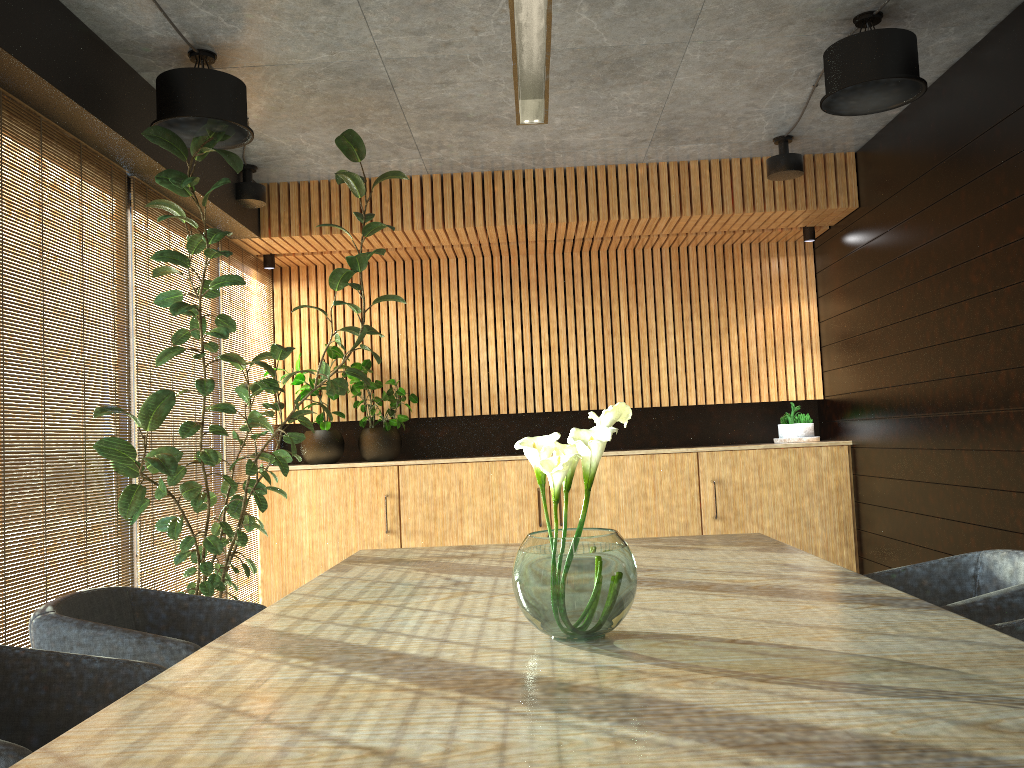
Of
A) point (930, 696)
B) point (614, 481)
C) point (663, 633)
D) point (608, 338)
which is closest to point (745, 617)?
point (663, 633)

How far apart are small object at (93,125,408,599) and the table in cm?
127

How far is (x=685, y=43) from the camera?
4.8m

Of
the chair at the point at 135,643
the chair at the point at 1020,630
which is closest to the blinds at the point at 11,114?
the chair at the point at 135,643

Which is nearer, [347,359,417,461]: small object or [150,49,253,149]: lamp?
[150,49,253,149]: lamp

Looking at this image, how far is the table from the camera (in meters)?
1.33

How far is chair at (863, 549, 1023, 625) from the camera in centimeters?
260cm

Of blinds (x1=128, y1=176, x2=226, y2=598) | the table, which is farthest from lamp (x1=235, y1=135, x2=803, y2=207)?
the table

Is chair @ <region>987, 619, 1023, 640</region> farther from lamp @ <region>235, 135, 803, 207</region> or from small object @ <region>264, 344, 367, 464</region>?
small object @ <region>264, 344, 367, 464</region>

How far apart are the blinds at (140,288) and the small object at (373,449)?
1.3m
